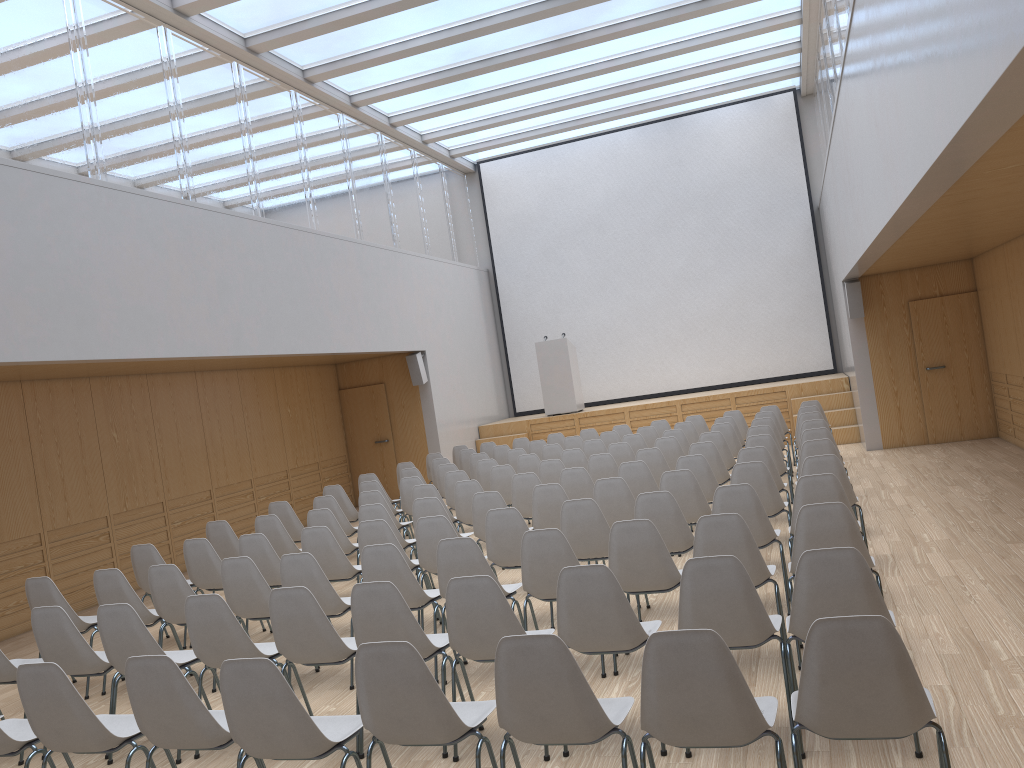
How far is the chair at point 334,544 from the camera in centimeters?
661cm

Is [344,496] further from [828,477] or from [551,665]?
[551,665]

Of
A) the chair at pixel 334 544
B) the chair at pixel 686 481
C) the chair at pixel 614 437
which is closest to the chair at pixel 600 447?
the chair at pixel 614 437

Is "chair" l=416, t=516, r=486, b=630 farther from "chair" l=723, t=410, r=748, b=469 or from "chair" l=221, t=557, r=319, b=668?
"chair" l=723, t=410, r=748, b=469

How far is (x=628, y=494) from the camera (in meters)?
6.91

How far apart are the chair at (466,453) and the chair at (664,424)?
2.7 meters

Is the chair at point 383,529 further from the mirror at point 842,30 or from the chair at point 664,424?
the chair at point 664,424

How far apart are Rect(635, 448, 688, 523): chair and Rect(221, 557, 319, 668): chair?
4.3m

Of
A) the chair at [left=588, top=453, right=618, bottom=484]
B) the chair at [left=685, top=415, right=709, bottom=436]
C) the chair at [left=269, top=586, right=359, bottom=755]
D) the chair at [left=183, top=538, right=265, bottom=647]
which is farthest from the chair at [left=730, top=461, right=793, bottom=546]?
the chair at [left=685, top=415, right=709, bottom=436]

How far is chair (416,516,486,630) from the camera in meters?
6.2
